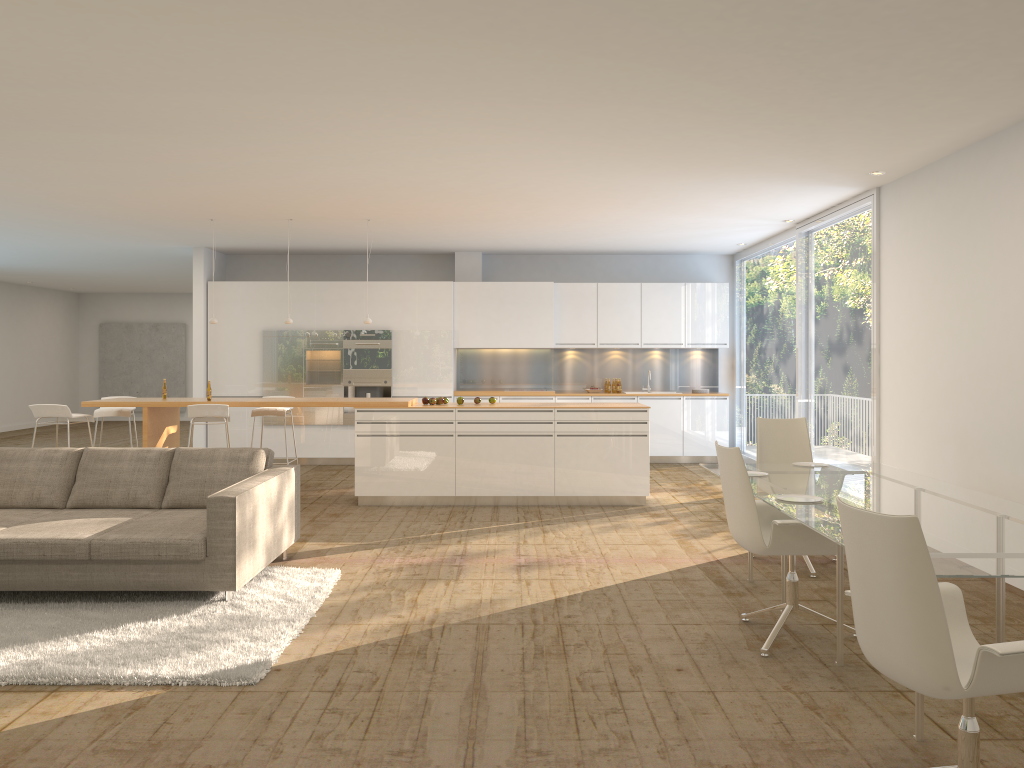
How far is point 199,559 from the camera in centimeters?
512cm

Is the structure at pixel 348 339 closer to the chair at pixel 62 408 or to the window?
the chair at pixel 62 408

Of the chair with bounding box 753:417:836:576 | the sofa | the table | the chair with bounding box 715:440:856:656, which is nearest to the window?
the chair with bounding box 753:417:836:576

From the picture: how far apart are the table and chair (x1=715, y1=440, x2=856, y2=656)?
0.05m

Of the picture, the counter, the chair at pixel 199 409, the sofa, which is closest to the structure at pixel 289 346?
Result: the counter

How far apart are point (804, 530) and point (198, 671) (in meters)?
3.01

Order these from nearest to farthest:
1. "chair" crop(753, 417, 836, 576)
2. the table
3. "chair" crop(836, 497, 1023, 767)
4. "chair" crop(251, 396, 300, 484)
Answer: "chair" crop(836, 497, 1023, 767) → the table → "chair" crop(753, 417, 836, 576) → "chair" crop(251, 396, 300, 484)

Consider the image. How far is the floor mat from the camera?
4.1 meters

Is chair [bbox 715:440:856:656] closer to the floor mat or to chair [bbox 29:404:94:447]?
the floor mat

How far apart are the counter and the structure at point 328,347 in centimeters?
270cm
